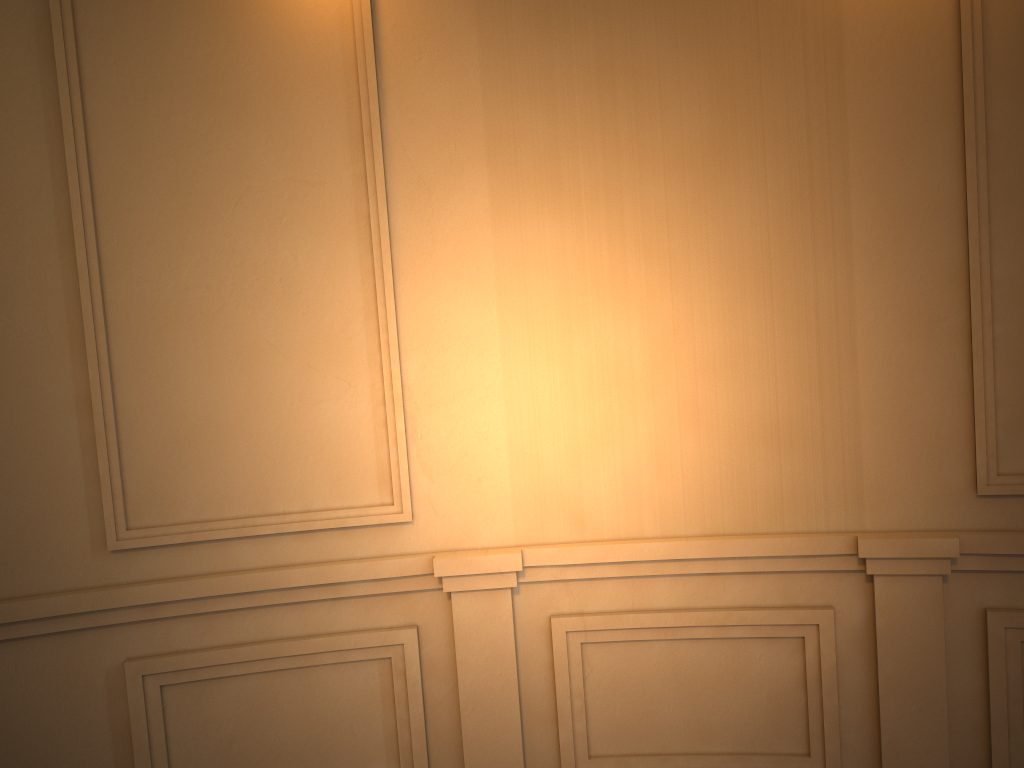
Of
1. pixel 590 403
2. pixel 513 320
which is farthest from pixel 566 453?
pixel 513 320
